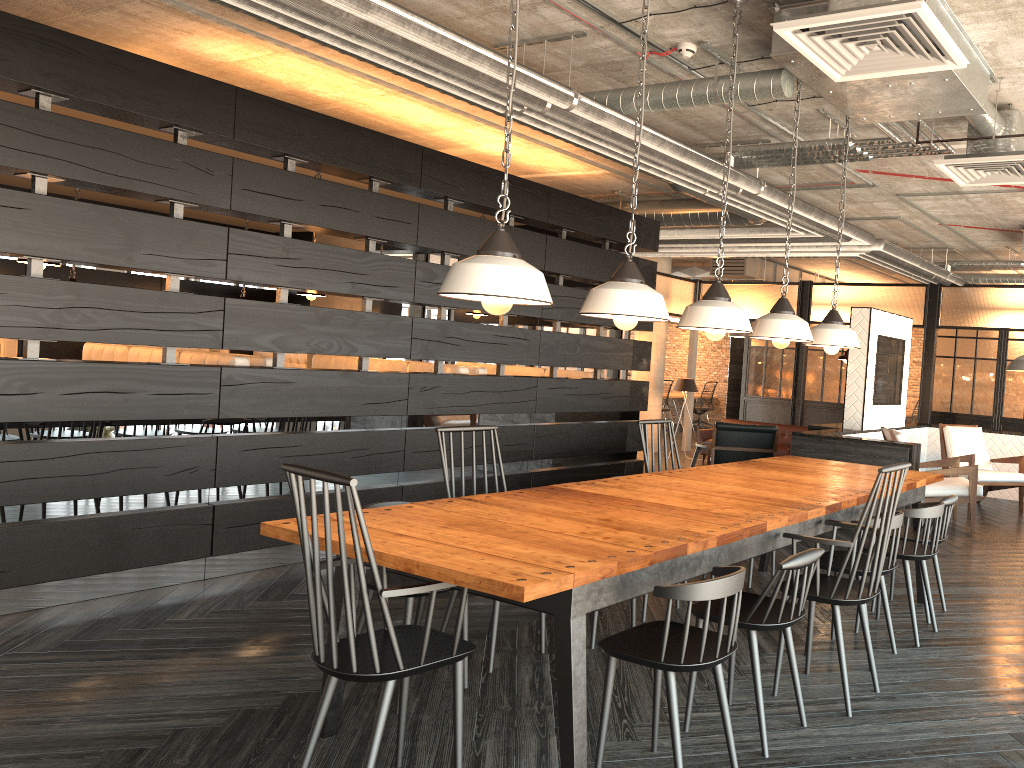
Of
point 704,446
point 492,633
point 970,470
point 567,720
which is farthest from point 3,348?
point 970,470

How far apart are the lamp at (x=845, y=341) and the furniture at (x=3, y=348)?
7.1 meters

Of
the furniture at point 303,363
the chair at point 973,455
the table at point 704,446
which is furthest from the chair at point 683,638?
the furniture at point 303,363

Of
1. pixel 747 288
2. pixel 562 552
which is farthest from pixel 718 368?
pixel 562 552

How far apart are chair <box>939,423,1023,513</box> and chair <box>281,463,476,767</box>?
6.89m

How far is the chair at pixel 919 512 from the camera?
4.02m

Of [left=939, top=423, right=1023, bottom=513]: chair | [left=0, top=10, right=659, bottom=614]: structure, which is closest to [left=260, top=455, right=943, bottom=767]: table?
[left=0, top=10, right=659, bottom=614]: structure

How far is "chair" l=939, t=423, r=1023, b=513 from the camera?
8.1 meters

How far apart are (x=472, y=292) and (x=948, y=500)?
3.02m

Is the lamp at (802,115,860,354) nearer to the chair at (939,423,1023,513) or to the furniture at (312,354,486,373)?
the furniture at (312,354,486,373)
